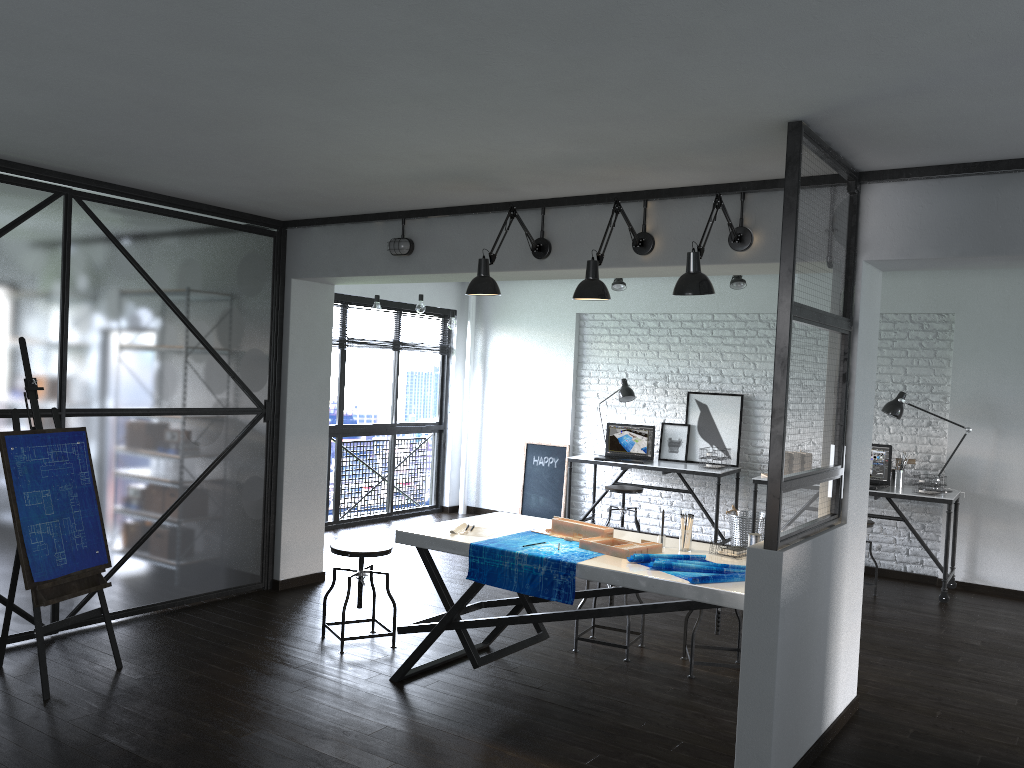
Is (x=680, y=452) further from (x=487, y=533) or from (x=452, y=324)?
(x=487, y=533)

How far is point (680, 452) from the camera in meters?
7.7 m

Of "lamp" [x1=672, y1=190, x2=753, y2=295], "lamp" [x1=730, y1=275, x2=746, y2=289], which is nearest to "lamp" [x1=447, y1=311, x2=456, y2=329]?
"lamp" [x1=730, y1=275, x2=746, y2=289]

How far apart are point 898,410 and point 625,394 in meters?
2.2 m

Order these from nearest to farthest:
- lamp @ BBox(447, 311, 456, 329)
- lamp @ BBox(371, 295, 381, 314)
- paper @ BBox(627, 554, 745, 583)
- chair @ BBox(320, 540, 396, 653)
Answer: paper @ BBox(627, 554, 745, 583) < chair @ BBox(320, 540, 396, 653) < lamp @ BBox(371, 295, 381, 314) < lamp @ BBox(447, 311, 456, 329)

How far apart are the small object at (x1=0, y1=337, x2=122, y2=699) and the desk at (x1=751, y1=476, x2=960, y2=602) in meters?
4.6 m

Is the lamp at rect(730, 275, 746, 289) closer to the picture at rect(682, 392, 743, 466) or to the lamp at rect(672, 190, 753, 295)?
the picture at rect(682, 392, 743, 466)

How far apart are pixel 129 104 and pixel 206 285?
2.06m

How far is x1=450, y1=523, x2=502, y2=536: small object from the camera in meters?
4.0 m

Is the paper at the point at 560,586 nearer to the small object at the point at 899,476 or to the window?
the small object at the point at 899,476
